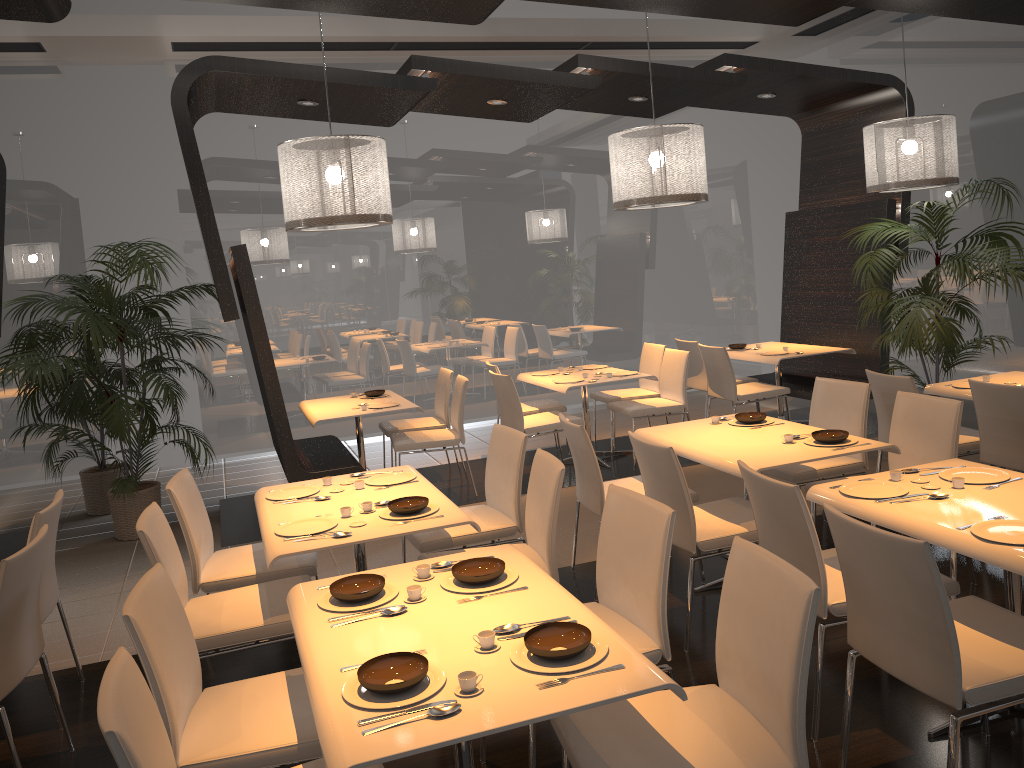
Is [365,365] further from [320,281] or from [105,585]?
[105,585]

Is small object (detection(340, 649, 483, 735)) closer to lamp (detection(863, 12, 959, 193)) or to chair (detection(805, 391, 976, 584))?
chair (detection(805, 391, 976, 584))

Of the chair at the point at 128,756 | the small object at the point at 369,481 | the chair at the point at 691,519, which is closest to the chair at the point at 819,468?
the chair at the point at 691,519

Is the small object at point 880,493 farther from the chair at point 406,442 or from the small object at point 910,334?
the chair at point 406,442

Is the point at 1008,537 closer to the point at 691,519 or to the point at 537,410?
the point at 691,519

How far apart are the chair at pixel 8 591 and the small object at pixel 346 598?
1.10m

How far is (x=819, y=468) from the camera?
4.7m

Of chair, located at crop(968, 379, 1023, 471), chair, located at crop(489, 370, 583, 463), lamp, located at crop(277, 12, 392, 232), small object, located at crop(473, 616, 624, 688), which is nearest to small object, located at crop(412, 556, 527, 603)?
small object, located at crop(473, 616, 624, 688)

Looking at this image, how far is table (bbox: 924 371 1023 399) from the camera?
5.22m

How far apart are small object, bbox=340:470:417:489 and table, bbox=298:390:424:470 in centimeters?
205cm
